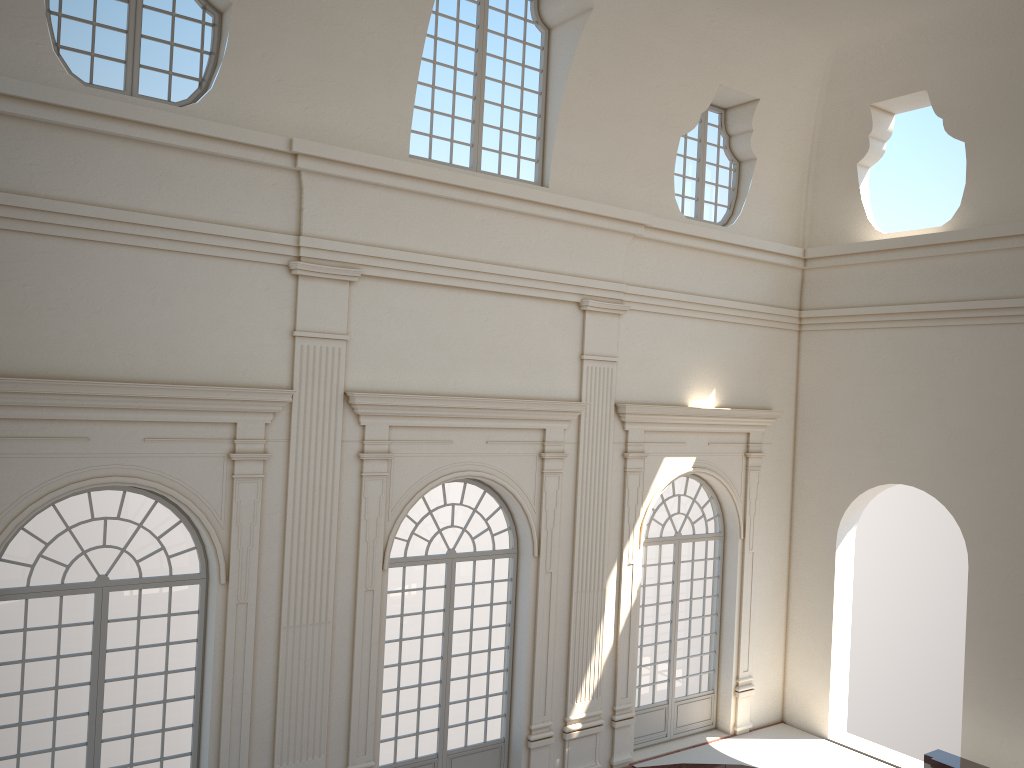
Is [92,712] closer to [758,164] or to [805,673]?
[805,673]

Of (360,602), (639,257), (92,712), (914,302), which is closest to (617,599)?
(360,602)
